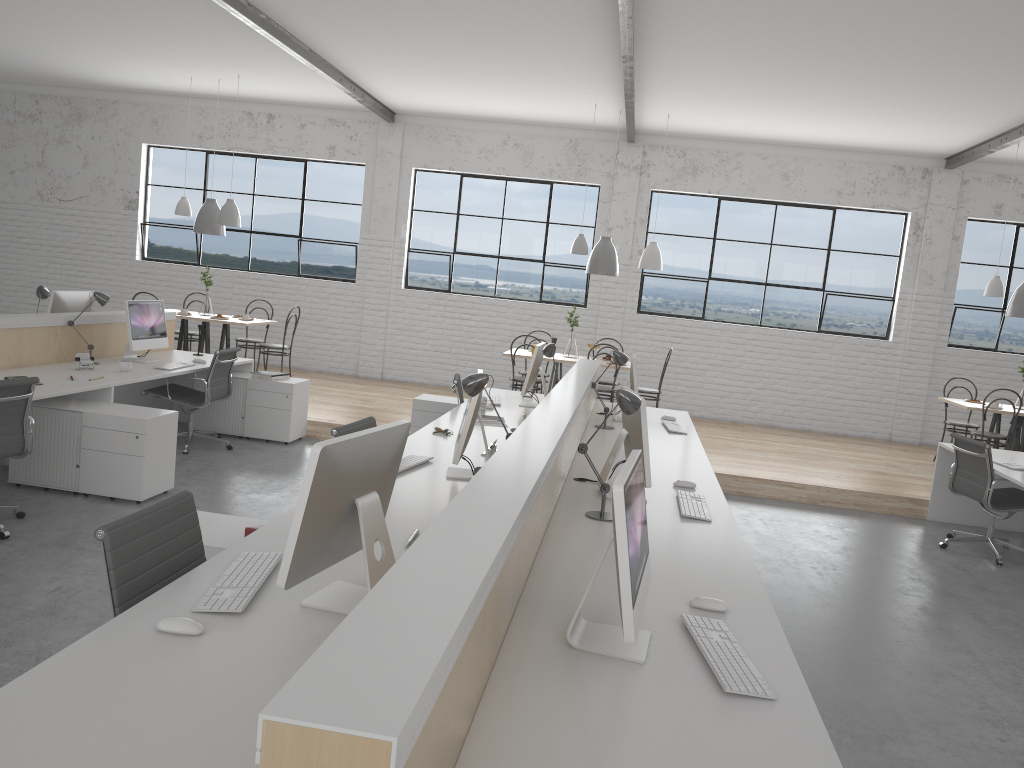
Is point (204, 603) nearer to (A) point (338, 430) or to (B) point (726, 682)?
(B) point (726, 682)

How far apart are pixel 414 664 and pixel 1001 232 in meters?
8.3

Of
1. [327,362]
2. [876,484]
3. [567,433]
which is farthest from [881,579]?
[327,362]

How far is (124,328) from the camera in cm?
551

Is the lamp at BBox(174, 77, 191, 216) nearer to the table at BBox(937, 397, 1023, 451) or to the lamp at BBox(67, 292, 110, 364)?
the lamp at BBox(67, 292, 110, 364)

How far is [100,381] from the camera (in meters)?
4.42

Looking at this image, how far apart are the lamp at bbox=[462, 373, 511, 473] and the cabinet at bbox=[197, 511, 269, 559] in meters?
0.7 m

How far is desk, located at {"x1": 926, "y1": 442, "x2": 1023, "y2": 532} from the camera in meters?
5.1 m

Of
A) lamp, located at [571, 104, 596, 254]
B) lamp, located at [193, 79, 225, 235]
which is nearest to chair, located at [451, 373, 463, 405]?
lamp, located at [571, 104, 596, 254]

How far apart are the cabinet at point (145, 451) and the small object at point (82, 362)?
0.5 meters
